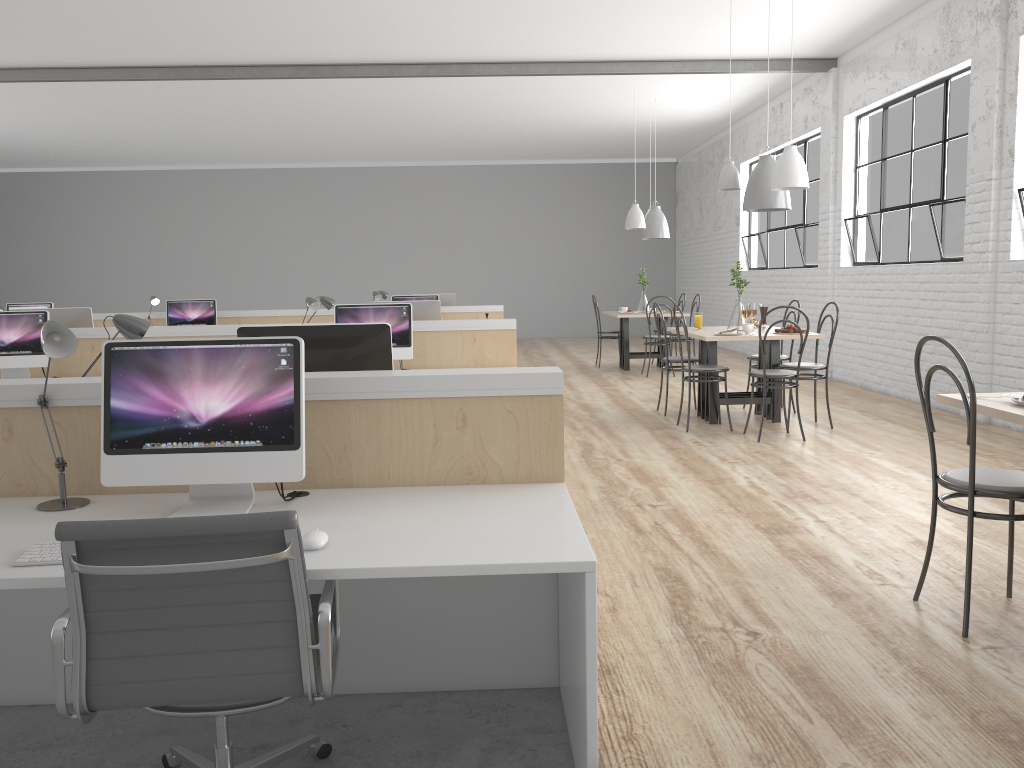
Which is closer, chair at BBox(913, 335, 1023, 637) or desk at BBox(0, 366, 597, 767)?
desk at BBox(0, 366, 597, 767)

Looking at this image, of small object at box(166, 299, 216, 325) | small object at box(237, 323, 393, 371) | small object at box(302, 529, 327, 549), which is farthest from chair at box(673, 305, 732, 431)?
small object at box(166, 299, 216, 325)

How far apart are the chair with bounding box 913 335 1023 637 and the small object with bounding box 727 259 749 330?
2.9m

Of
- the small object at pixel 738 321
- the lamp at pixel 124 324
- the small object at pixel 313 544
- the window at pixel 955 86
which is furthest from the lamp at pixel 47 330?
the window at pixel 955 86

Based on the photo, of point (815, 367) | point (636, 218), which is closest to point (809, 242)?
point (636, 218)

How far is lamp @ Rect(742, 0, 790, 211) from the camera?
4.8m

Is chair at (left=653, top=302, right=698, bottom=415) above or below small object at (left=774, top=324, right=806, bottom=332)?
below

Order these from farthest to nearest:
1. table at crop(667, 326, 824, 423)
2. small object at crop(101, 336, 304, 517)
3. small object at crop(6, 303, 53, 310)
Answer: small object at crop(6, 303, 53, 310) → table at crop(667, 326, 824, 423) → small object at crop(101, 336, 304, 517)

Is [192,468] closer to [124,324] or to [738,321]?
[124,324]

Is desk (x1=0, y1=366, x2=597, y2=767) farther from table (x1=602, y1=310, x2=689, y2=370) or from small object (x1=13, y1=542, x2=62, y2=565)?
table (x1=602, y1=310, x2=689, y2=370)
